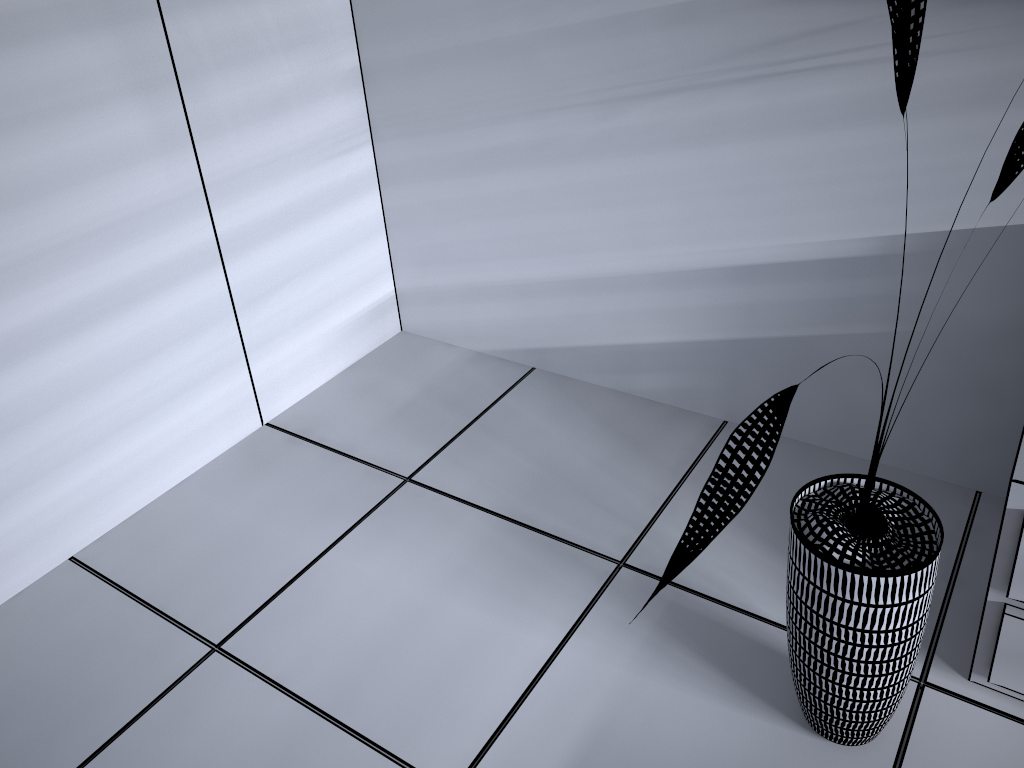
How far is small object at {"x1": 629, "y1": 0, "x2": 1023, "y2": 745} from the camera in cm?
107

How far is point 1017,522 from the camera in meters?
1.4

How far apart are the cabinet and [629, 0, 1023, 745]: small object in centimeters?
15cm

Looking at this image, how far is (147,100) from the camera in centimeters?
196cm

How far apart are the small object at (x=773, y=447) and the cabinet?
0.1 meters

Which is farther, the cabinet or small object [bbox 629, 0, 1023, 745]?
the cabinet

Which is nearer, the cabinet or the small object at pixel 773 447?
the small object at pixel 773 447

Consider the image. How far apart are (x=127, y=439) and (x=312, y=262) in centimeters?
70cm

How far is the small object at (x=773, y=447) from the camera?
1.07m

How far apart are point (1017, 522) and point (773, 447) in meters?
0.6
